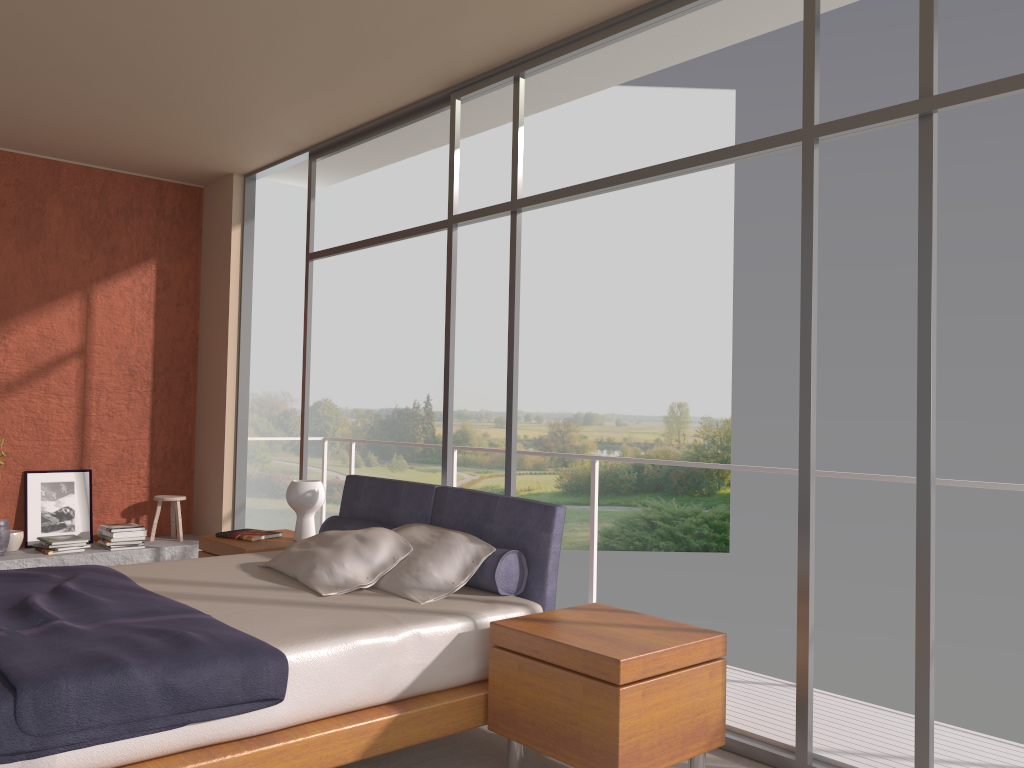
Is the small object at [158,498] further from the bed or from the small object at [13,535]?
the bed

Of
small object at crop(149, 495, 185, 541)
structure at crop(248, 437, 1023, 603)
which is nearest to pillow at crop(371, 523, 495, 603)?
structure at crop(248, 437, 1023, 603)

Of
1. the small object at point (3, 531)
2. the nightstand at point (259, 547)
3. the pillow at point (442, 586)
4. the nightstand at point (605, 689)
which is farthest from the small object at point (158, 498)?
the nightstand at point (605, 689)

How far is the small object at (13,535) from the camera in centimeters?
621cm

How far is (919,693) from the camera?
3.0m

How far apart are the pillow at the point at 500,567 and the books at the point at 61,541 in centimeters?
264cm

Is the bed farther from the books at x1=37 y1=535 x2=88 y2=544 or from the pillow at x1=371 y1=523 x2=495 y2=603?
the books at x1=37 y1=535 x2=88 y2=544

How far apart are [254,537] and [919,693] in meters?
3.5

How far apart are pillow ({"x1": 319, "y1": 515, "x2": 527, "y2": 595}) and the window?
0.62m

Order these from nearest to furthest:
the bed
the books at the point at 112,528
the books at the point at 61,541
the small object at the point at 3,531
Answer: the bed
the small object at the point at 3,531
the books at the point at 61,541
the books at the point at 112,528
